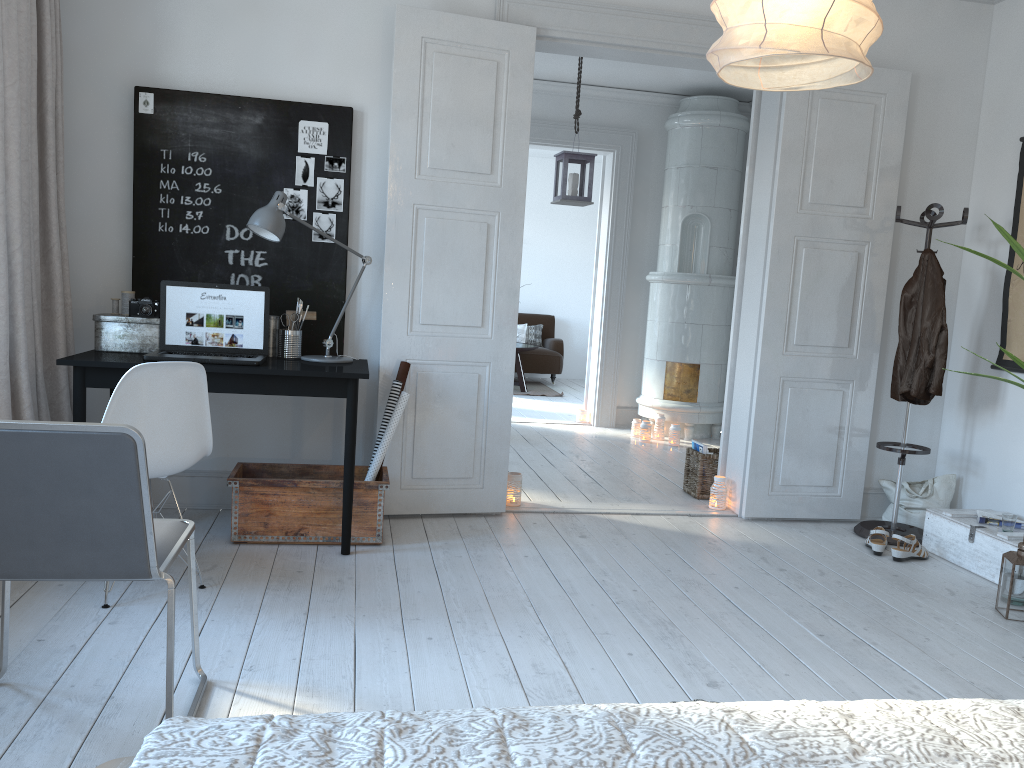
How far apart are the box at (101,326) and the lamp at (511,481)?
1.8m

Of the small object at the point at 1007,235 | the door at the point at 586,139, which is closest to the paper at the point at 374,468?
the small object at the point at 1007,235

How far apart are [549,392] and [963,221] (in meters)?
6.01

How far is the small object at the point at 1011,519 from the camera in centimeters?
388cm

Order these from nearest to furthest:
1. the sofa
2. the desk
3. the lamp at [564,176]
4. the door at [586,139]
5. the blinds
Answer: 1. the blinds
2. the desk
3. the lamp at [564,176]
4. the door at [586,139]
5. the sofa

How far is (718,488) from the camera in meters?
4.8

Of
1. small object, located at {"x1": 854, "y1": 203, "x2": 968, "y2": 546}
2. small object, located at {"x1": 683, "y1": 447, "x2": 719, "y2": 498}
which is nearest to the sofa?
small object, located at {"x1": 683, "y1": 447, "x2": 719, "y2": 498}

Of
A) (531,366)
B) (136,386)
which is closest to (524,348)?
(531,366)

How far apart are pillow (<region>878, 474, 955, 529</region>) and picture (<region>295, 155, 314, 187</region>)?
3.4 meters

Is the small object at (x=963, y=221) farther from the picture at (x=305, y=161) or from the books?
the picture at (x=305, y=161)
